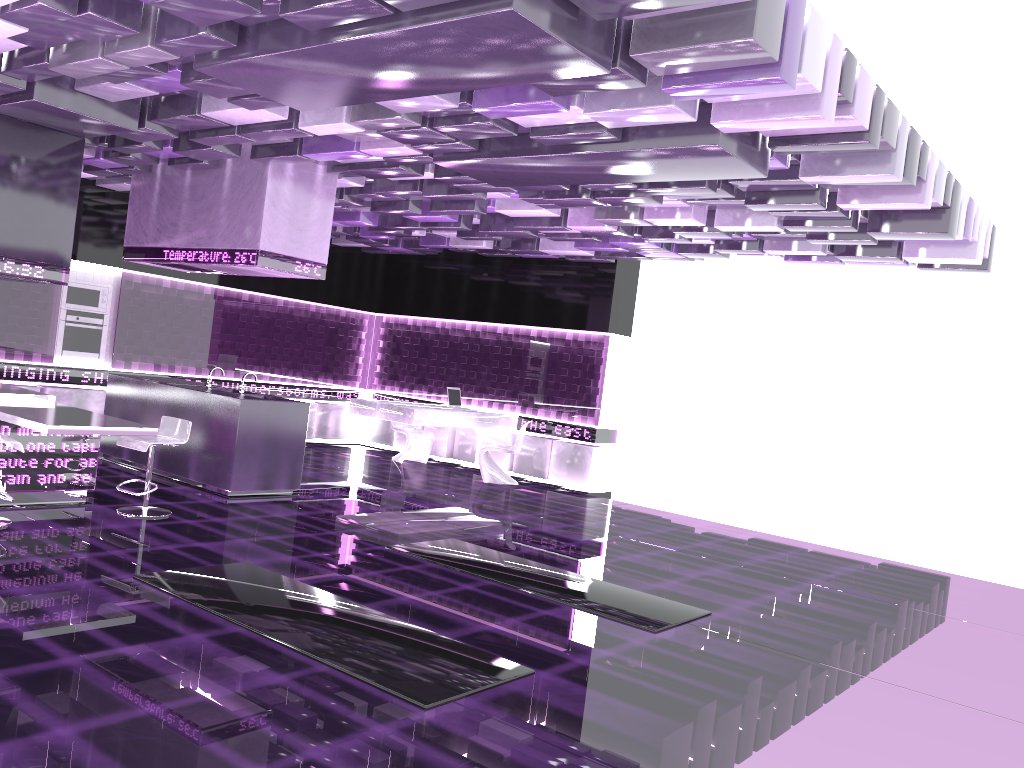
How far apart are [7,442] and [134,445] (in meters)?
1.02

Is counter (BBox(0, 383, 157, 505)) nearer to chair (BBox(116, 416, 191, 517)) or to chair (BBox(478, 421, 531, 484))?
chair (BBox(116, 416, 191, 517))

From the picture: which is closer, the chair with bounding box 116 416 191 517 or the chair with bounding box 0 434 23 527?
the chair with bounding box 0 434 23 527

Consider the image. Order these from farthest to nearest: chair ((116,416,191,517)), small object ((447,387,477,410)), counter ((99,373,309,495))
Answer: small object ((447,387,477,410)), counter ((99,373,309,495)), chair ((116,416,191,517))

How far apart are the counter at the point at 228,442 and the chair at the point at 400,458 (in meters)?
3.41

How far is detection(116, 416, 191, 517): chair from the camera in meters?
6.8

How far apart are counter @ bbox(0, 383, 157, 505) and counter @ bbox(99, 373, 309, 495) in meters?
1.3

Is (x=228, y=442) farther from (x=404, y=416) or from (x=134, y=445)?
(x=404, y=416)

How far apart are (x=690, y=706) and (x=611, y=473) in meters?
7.8 m

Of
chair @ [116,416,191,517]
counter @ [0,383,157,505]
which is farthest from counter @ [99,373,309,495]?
counter @ [0,383,157,505]
